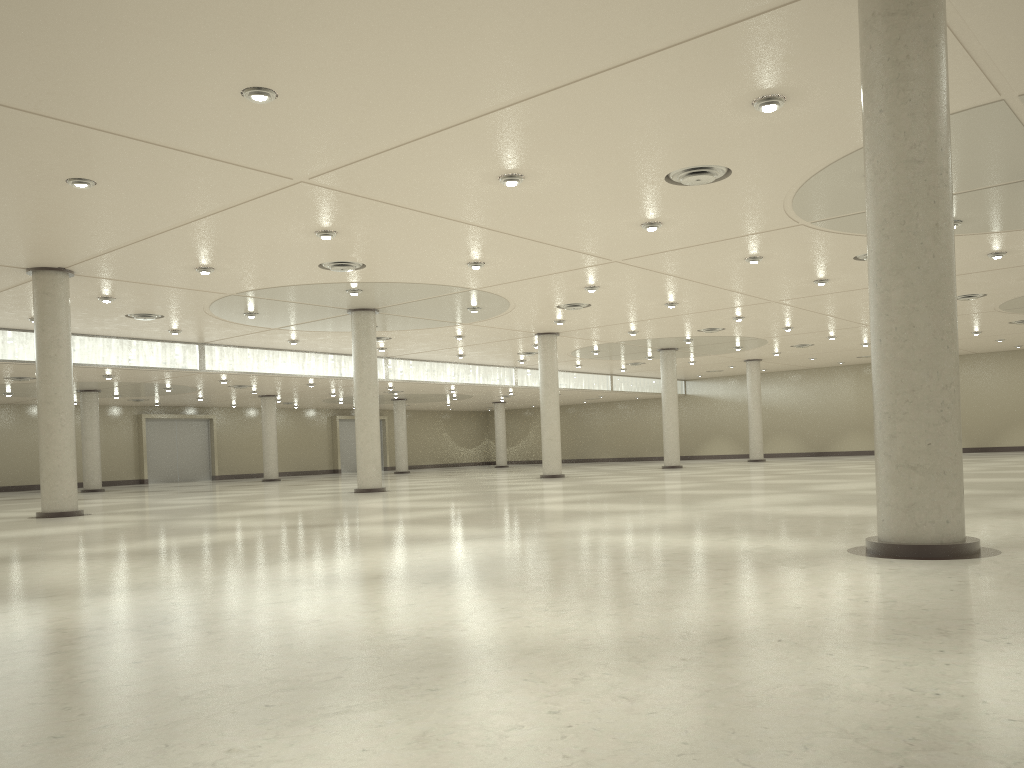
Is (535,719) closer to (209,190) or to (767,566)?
(767,566)
